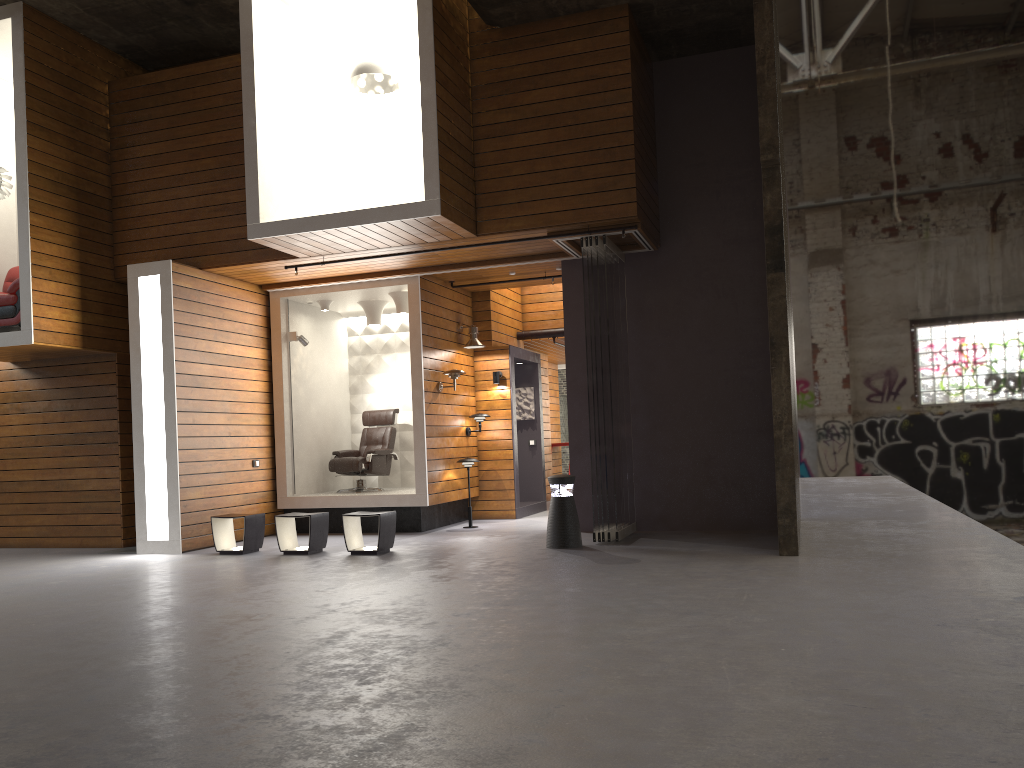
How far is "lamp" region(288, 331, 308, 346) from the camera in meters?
11.0 m

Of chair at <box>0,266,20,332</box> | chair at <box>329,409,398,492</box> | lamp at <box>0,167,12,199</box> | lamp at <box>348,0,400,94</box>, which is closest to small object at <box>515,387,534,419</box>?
chair at <box>329,409,398,492</box>

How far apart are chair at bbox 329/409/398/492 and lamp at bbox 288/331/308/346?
1.5m

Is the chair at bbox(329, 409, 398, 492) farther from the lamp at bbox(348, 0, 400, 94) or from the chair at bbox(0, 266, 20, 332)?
the lamp at bbox(348, 0, 400, 94)

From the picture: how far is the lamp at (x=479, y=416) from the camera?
11.4m

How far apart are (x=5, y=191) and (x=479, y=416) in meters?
6.0

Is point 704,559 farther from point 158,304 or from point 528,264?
point 158,304

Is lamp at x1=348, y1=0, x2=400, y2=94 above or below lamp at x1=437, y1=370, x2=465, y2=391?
above

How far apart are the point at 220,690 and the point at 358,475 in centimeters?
771cm

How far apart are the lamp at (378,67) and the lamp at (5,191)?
4.1m
